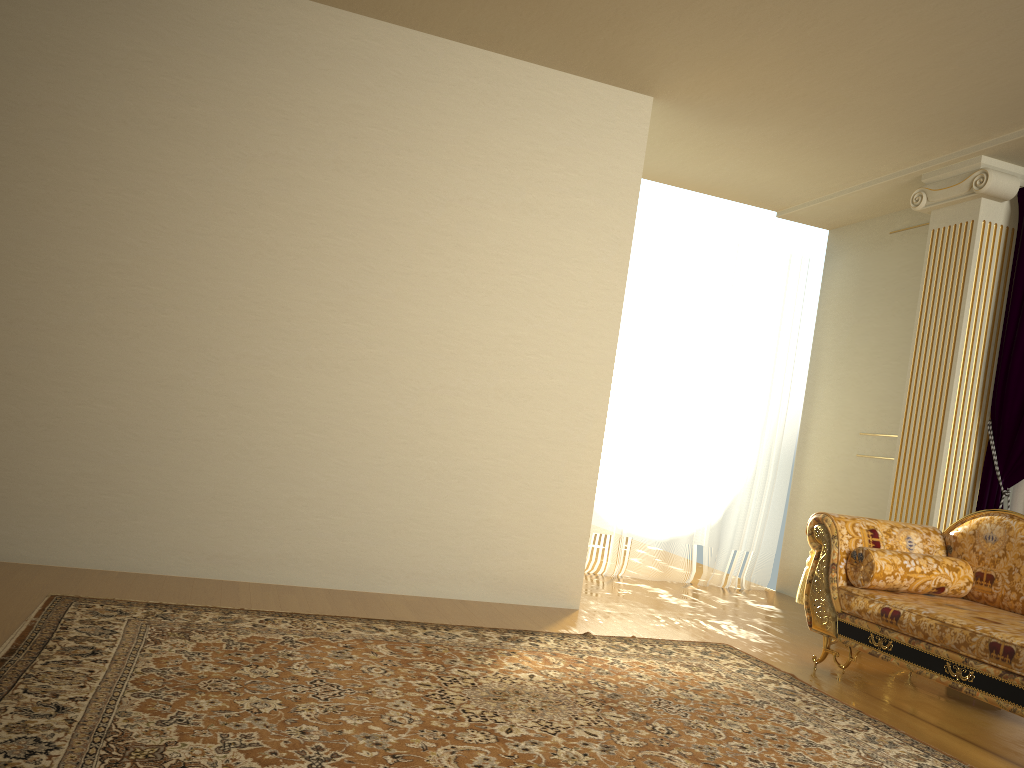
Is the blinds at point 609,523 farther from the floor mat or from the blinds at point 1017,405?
the floor mat

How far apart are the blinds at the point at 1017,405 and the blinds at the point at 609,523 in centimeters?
181cm

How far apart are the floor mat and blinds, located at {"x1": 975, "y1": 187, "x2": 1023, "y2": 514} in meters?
1.7

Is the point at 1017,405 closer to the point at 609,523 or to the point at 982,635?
the point at 982,635

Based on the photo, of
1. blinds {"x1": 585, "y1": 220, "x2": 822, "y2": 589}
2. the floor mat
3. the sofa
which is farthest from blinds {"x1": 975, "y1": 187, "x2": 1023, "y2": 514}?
blinds {"x1": 585, "y1": 220, "x2": 822, "y2": 589}

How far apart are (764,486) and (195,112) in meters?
4.5 m

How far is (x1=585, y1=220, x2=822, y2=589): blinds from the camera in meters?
6.2 m

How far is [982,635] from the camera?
3.2m

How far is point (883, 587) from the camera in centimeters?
386cm

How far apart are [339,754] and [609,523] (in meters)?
4.12
